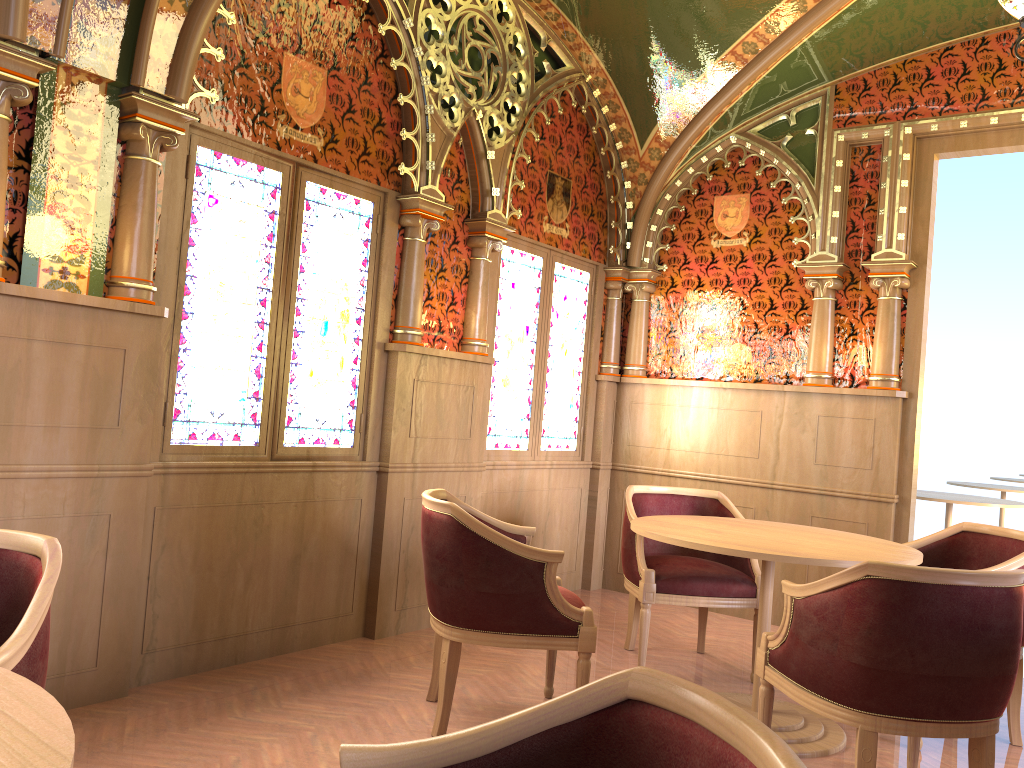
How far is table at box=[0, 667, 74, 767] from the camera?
1.0m

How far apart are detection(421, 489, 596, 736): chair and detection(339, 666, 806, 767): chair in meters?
1.9

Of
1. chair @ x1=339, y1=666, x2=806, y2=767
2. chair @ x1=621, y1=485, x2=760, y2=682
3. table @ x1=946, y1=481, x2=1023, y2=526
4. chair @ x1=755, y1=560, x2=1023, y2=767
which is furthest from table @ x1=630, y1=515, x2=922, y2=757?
table @ x1=946, y1=481, x2=1023, y2=526

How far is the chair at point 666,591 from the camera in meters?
4.1

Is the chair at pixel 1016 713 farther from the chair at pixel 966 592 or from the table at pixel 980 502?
the table at pixel 980 502

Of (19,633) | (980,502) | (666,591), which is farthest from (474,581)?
(980,502)

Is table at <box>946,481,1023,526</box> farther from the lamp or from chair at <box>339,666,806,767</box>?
chair at <box>339,666,806,767</box>

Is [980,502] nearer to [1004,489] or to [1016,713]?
[1004,489]

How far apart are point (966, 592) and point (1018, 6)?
2.2m

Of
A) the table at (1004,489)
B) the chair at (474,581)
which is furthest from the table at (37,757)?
the table at (1004,489)
